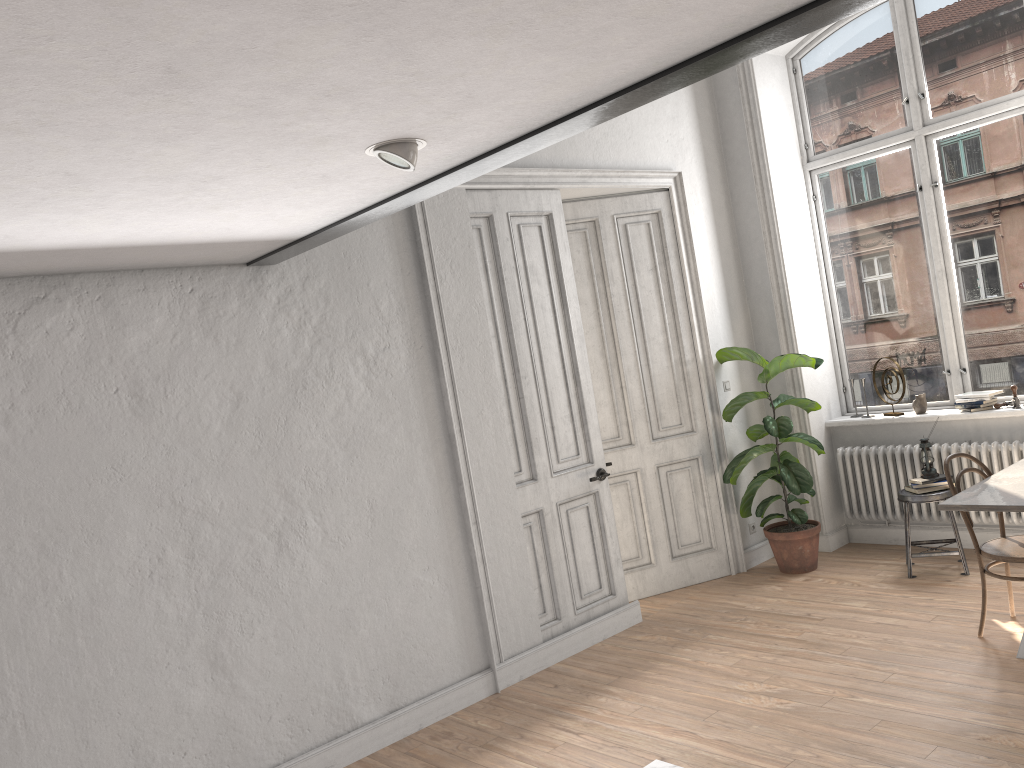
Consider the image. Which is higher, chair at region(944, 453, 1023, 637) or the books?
the books

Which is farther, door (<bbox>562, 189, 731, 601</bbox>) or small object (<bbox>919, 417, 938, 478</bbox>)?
door (<bbox>562, 189, 731, 601</bbox>)

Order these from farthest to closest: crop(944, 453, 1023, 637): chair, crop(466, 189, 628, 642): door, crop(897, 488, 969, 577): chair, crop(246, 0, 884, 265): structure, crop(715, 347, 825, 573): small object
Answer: crop(715, 347, 825, 573): small object → crop(897, 488, 969, 577): chair → crop(466, 189, 628, 642): door → crop(944, 453, 1023, 637): chair → crop(246, 0, 884, 265): structure

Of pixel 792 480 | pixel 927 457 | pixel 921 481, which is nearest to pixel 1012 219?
pixel 927 457

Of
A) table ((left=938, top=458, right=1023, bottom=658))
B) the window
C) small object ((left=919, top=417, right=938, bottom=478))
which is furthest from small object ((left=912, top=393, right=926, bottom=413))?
table ((left=938, top=458, right=1023, bottom=658))

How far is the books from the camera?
5.6m

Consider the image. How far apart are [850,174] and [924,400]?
1.75m

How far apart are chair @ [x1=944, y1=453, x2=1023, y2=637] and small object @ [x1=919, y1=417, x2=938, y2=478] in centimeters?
97cm

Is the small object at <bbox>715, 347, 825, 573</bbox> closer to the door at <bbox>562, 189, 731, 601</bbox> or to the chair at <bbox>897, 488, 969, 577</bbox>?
the door at <bbox>562, 189, 731, 601</bbox>

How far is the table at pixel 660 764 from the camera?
2.94m
